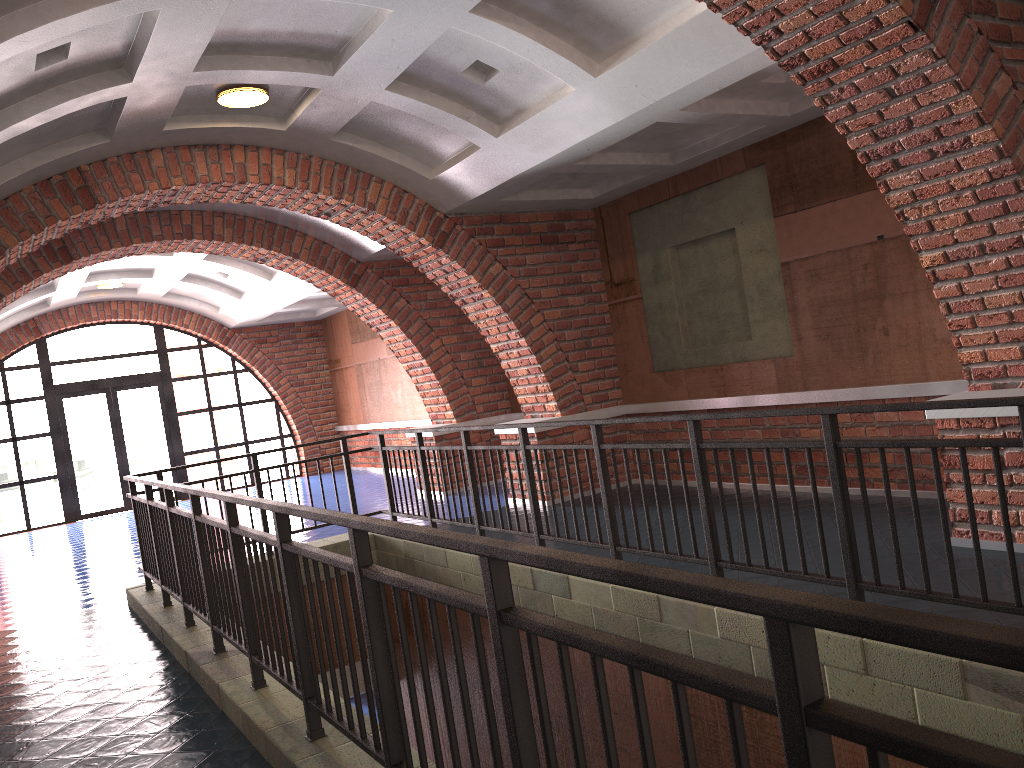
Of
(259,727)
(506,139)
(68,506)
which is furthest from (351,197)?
(68,506)

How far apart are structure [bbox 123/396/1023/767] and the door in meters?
9.2 m

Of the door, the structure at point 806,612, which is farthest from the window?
the structure at point 806,612

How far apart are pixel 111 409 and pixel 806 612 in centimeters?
1645cm

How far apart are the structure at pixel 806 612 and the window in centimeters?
920cm

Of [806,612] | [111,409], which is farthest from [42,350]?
[806,612]

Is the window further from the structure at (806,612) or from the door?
the structure at (806,612)

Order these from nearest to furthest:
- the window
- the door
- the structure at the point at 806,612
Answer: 1. the structure at the point at 806,612
2. the window
3. the door

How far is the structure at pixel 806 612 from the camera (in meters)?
1.18

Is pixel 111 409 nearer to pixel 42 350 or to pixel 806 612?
pixel 42 350
